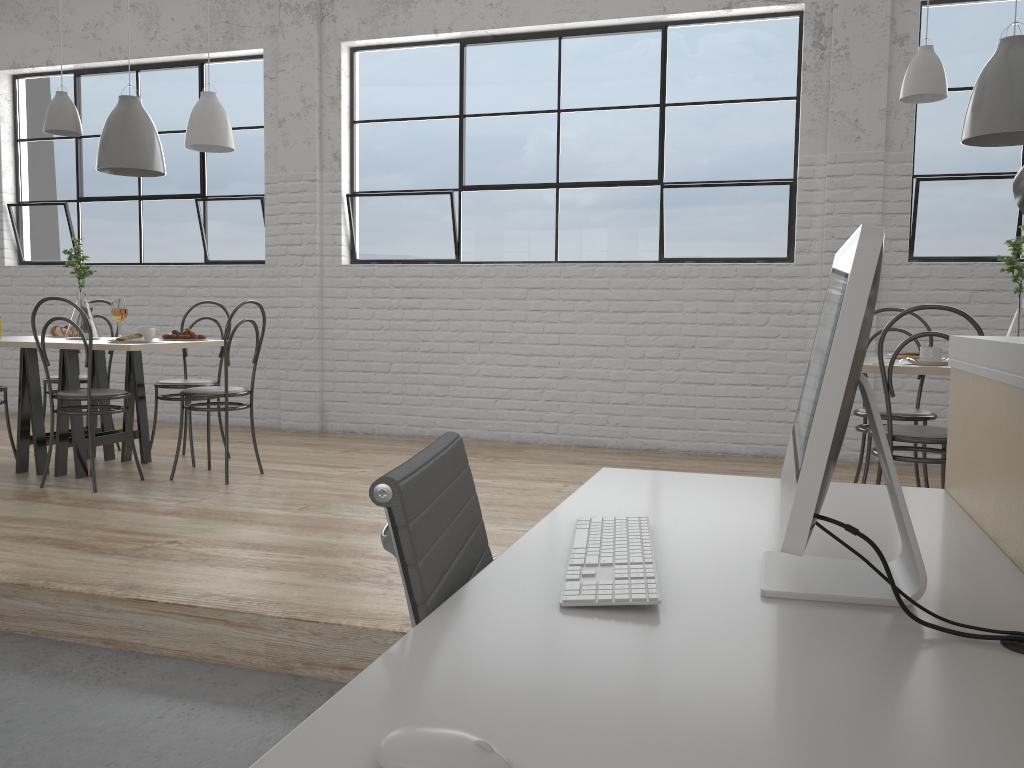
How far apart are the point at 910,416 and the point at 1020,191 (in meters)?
2.58

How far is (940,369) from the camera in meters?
2.4 m

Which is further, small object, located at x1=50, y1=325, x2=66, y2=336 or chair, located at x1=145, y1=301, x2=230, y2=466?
small object, located at x1=50, y1=325, x2=66, y2=336

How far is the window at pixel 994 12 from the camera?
3.84m

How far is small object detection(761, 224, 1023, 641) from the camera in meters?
0.8

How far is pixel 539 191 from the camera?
4.48m

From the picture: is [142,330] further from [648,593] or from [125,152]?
[648,593]

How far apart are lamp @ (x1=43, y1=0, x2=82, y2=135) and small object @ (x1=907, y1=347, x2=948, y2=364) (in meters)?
3.16

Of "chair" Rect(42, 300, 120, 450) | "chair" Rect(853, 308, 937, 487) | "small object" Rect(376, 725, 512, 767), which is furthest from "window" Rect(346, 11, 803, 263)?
"small object" Rect(376, 725, 512, 767)

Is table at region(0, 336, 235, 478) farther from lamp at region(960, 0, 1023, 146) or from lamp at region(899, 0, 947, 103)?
lamp at region(960, 0, 1023, 146)
